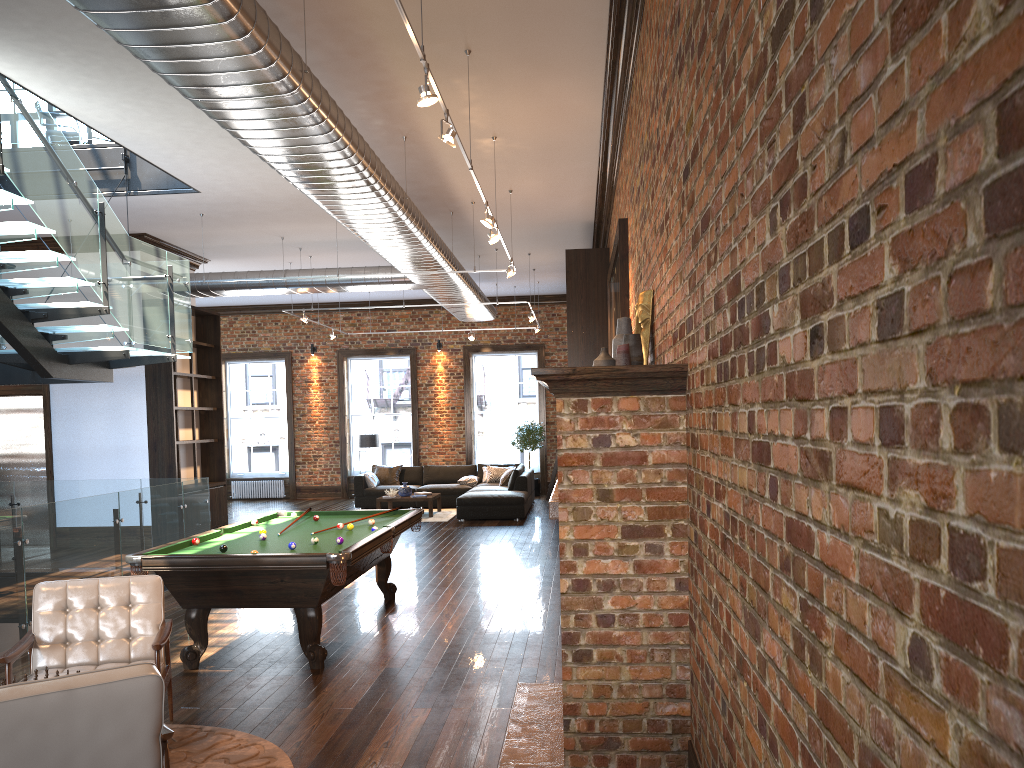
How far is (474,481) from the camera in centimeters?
1740cm

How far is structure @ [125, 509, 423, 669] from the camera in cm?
587

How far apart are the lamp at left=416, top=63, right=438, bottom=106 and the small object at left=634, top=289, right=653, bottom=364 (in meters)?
1.67

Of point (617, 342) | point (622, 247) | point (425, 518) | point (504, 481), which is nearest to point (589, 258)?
point (622, 247)

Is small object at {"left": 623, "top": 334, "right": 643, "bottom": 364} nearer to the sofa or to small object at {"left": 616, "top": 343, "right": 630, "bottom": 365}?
small object at {"left": 616, "top": 343, "right": 630, "bottom": 365}

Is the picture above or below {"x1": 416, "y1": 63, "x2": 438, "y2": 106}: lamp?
below

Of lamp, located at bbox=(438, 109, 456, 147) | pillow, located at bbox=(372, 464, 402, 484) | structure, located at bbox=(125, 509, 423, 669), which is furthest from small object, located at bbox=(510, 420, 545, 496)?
lamp, located at bbox=(438, 109, 456, 147)

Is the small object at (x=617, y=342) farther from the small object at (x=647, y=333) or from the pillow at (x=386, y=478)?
the pillow at (x=386, y=478)

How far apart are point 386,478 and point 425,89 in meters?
13.7

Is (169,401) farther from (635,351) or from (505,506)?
(635,351)
